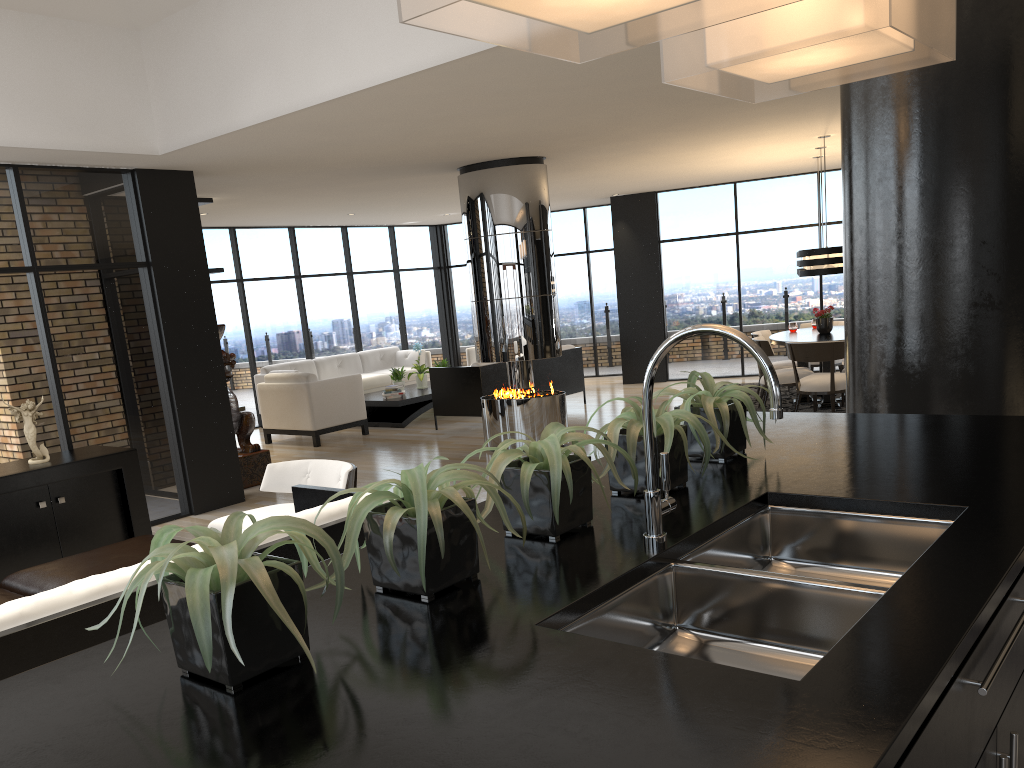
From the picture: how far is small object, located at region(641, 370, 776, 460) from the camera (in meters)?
2.34

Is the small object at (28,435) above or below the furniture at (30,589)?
above

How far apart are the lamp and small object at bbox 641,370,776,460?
6.7 meters

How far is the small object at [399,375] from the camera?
11.8 meters

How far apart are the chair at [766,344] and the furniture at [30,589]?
6.7m

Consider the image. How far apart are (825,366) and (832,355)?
0.9m

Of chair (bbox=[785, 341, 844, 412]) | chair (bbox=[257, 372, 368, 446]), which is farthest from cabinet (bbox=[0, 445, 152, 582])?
chair (bbox=[785, 341, 844, 412])

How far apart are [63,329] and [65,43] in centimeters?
199cm

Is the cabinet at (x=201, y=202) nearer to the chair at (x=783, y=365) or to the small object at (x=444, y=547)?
the chair at (x=783, y=365)

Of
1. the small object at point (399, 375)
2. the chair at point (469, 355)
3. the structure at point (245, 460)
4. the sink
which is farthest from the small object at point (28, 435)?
the chair at point (469, 355)
